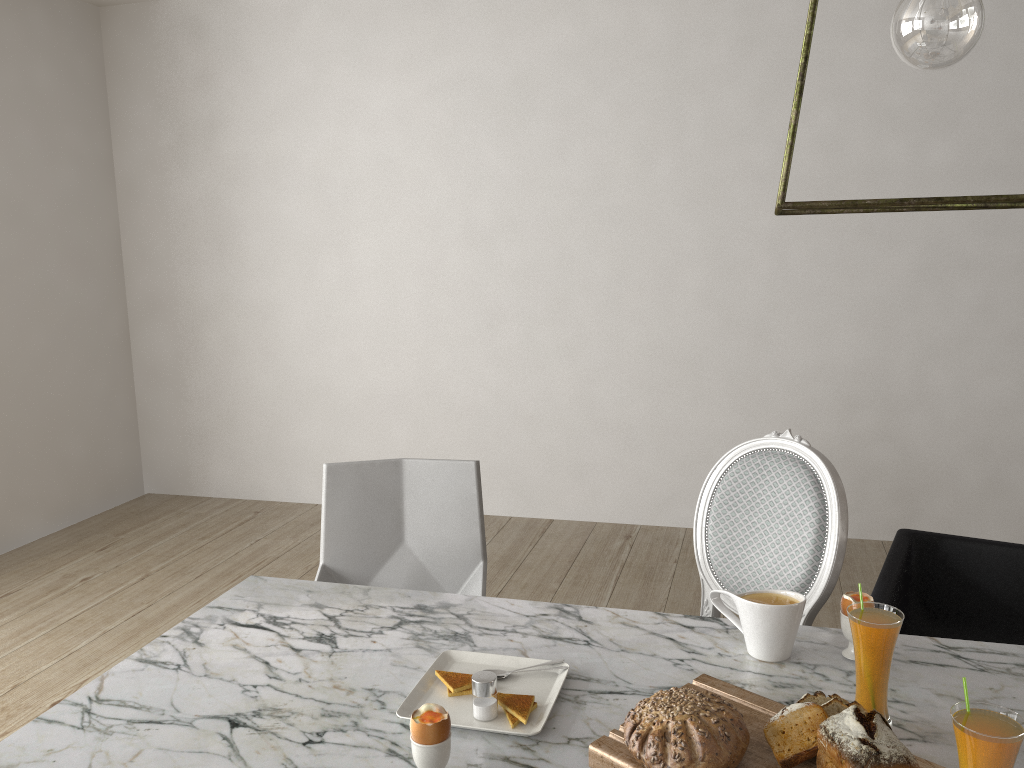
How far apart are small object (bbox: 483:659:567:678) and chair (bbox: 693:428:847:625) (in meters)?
0.72

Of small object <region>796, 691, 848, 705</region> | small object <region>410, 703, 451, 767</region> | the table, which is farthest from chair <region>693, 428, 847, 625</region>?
small object <region>410, 703, 451, 767</region>

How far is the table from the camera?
1.18m

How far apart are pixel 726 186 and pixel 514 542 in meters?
1.7 m

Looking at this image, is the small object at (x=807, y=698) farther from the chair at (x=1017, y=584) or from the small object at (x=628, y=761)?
the chair at (x=1017, y=584)

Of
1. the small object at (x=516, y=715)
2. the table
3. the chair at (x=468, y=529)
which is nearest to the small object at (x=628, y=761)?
the table

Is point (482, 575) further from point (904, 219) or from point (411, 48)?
point (411, 48)

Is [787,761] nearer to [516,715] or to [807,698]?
[807,698]

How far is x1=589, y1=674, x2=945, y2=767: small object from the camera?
1.08m

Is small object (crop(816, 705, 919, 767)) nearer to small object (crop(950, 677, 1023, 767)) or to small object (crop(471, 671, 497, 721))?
small object (crop(950, 677, 1023, 767))
